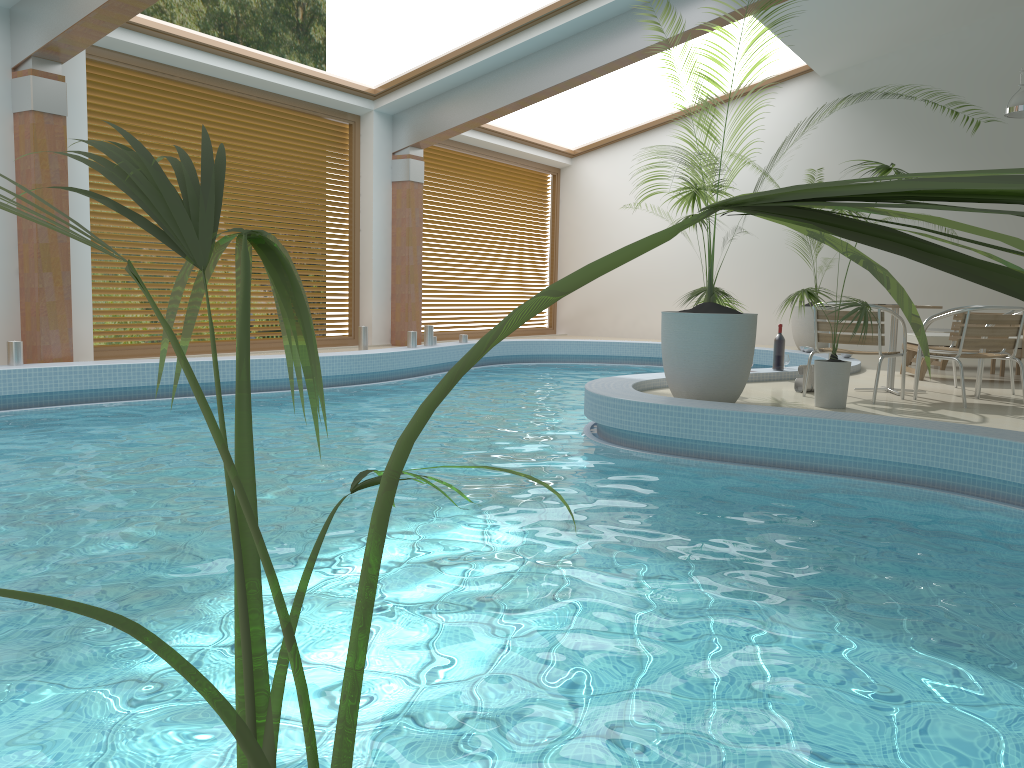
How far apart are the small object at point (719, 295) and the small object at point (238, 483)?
6.23m

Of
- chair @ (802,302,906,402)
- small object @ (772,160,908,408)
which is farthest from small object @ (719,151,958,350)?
small object @ (772,160,908,408)

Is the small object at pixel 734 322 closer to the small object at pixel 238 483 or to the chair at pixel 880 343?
the chair at pixel 880 343

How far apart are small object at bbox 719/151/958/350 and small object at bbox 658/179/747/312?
5.9 meters

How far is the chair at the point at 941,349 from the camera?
7.5m

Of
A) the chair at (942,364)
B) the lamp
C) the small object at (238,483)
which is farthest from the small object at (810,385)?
the small object at (238,483)

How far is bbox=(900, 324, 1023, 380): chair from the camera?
8.4 meters

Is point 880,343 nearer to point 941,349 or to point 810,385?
point 810,385

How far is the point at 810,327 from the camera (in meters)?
12.74

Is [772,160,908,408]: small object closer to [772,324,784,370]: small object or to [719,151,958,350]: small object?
[772,324,784,370]: small object
